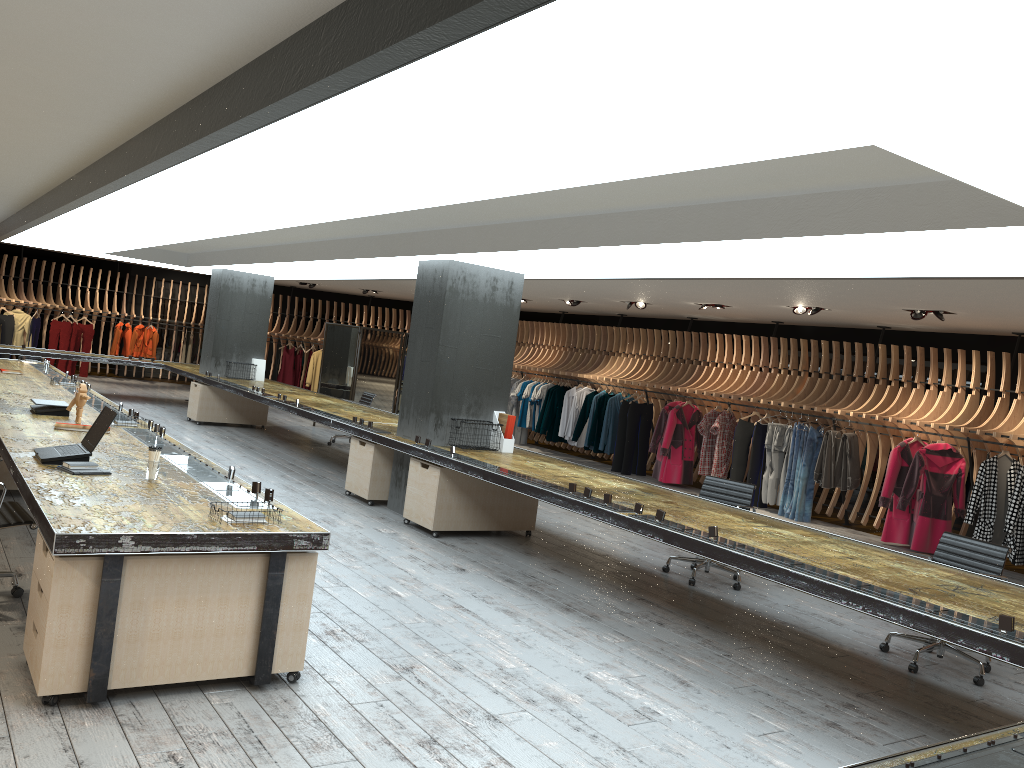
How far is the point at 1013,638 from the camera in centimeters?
382cm

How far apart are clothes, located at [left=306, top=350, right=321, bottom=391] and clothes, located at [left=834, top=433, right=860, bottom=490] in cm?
1321

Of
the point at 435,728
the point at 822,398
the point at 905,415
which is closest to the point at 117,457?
the point at 435,728

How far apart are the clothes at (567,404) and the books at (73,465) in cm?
1163

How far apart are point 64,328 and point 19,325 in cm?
91

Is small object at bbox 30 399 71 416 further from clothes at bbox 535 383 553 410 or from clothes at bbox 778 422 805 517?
clothes at bbox 535 383 553 410

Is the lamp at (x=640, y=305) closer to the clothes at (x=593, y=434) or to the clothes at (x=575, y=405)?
the clothes at (x=593, y=434)

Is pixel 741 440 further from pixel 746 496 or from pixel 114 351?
pixel 114 351

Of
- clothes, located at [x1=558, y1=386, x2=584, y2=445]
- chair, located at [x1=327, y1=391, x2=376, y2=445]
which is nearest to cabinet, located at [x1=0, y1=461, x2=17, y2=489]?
chair, located at [x1=327, y1=391, x2=376, y2=445]

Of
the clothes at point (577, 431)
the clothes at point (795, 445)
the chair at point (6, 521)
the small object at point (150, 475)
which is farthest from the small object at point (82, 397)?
the clothes at point (577, 431)
